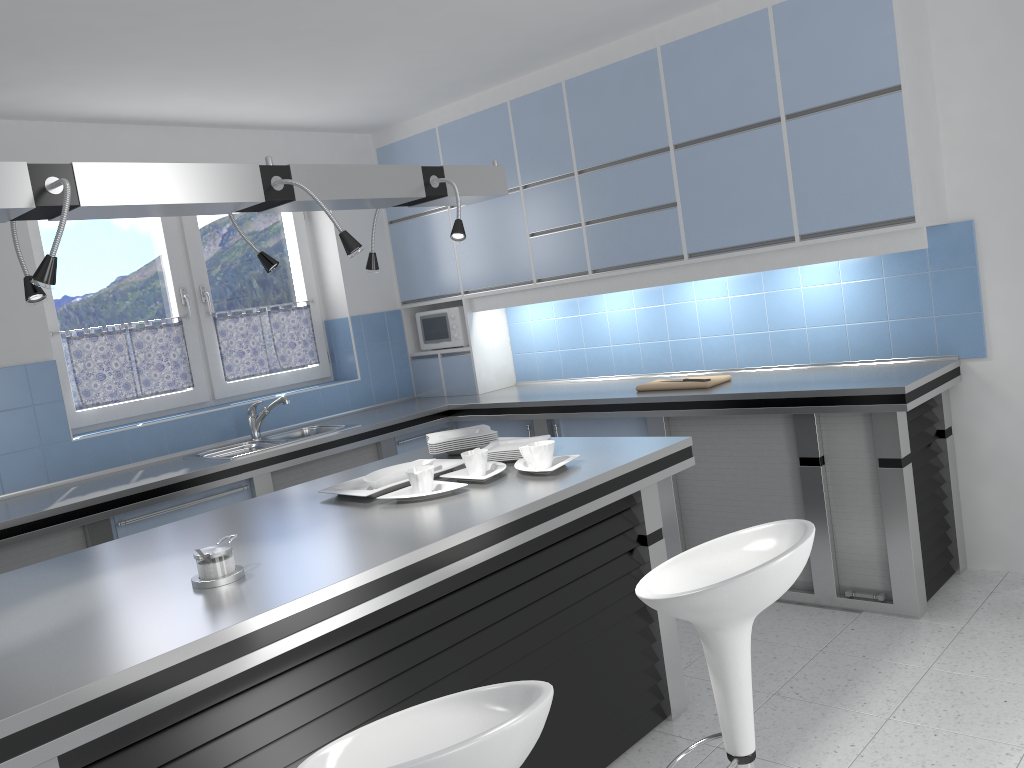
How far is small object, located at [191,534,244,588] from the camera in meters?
2.1 m

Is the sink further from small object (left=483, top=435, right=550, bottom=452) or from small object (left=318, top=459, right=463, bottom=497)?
small object (left=483, top=435, right=550, bottom=452)

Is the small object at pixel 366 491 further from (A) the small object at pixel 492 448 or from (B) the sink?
(B) the sink

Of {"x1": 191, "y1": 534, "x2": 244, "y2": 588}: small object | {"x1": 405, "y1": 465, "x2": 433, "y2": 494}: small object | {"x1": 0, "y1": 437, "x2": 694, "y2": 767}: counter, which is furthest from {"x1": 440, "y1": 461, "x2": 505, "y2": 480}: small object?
{"x1": 191, "y1": 534, "x2": 244, "y2": 588}: small object

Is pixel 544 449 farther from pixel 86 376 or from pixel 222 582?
pixel 86 376

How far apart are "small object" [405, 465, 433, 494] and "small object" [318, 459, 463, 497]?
0.1m

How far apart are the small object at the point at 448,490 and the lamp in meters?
0.8 m

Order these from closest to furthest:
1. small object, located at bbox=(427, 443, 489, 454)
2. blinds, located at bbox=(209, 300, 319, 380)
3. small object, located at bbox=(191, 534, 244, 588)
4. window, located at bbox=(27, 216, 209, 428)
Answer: small object, located at bbox=(191, 534, 244, 588)
small object, located at bbox=(427, 443, 489, 454)
window, located at bbox=(27, 216, 209, 428)
blinds, located at bbox=(209, 300, 319, 380)

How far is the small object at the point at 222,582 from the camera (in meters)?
2.09

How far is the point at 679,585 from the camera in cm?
219
